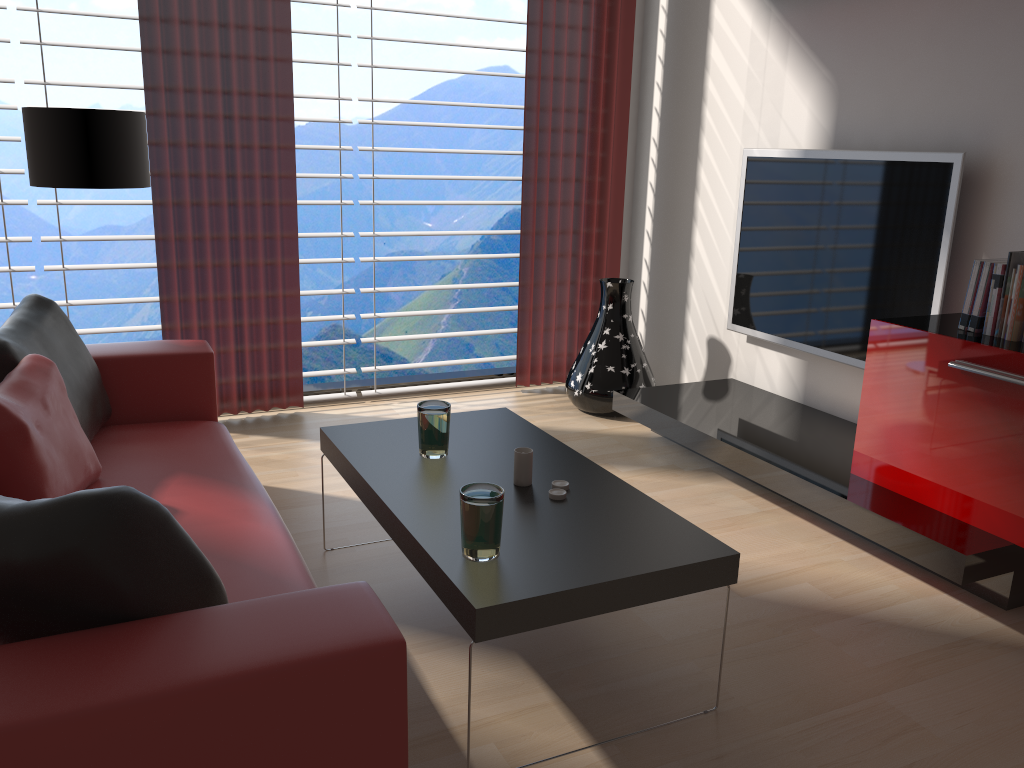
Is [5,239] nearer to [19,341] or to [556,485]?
[19,341]

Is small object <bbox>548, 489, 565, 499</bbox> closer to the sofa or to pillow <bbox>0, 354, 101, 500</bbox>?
the sofa

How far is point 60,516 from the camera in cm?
182

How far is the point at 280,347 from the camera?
5.9m

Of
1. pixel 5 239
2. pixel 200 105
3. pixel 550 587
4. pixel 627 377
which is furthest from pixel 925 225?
pixel 5 239

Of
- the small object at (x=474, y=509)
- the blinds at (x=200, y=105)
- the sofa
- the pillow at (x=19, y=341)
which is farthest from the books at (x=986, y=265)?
the pillow at (x=19, y=341)

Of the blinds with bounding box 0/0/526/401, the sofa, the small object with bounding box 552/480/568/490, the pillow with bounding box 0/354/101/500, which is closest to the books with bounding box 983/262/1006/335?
the small object with bounding box 552/480/568/490

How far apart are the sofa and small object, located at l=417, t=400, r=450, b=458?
0.6 meters

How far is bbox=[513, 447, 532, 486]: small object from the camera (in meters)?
3.28

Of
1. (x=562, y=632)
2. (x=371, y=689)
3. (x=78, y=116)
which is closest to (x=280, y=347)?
(x=78, y=116)
